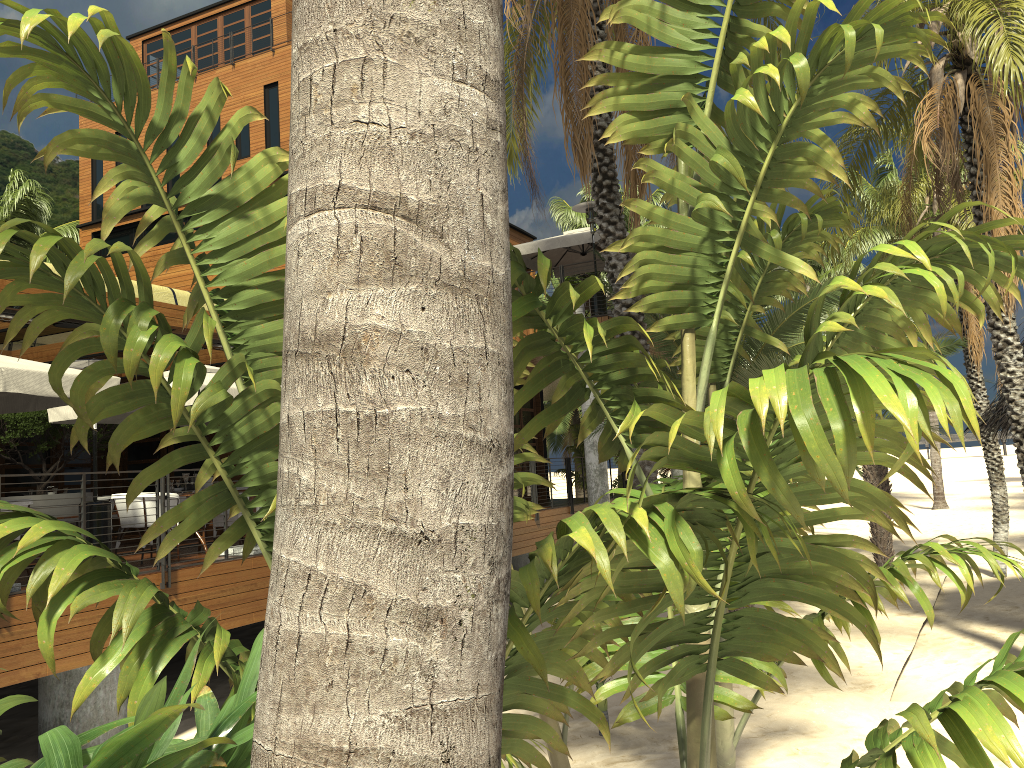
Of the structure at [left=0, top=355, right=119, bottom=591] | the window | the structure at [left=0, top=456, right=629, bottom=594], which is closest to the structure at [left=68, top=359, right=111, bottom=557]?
the structure at [left=0, top=355, right=119, bottom=591]

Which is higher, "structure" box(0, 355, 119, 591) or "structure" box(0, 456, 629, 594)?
"structure" box(0, 355, 119, 591)

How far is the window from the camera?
18.16m

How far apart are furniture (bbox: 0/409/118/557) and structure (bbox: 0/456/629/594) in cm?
426

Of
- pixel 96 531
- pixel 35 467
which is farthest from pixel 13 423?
pixel 35 467

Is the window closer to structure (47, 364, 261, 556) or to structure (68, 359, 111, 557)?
structure (47, 364, 261, 556)

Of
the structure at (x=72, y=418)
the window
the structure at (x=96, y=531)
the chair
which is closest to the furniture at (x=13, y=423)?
the structure at (x=72, y=418)

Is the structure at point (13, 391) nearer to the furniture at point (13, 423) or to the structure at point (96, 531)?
the structure at point (96, 531)

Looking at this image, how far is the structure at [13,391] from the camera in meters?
7.4

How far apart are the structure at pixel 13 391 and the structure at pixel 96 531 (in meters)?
0.52
